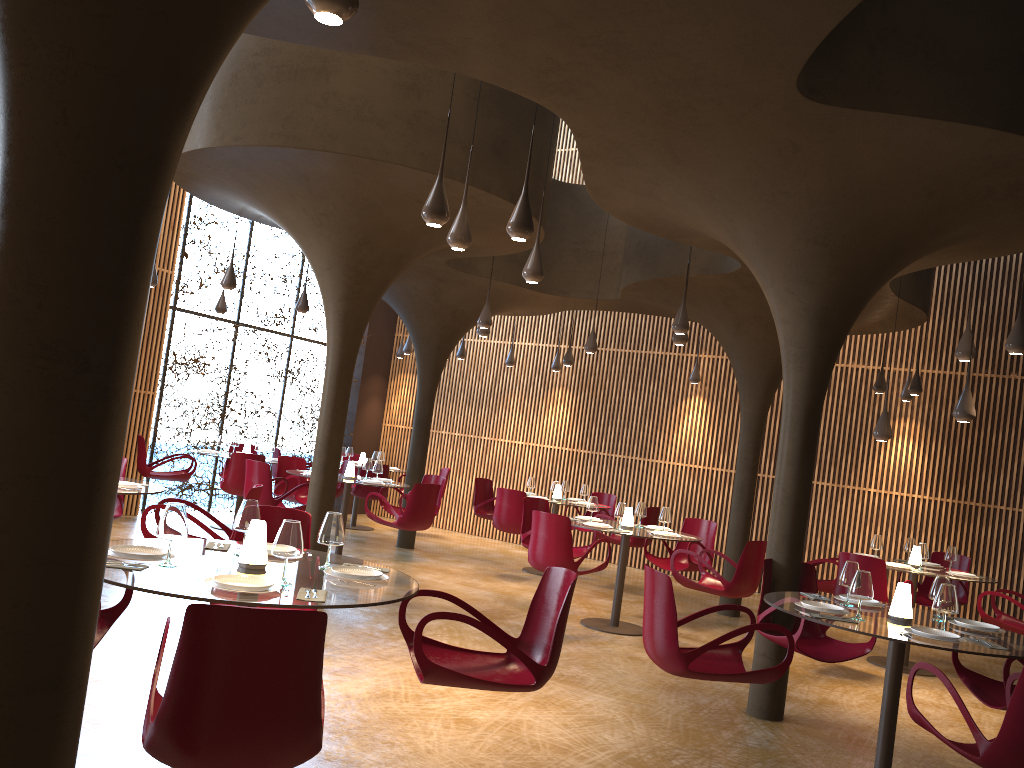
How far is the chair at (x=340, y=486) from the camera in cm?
1397

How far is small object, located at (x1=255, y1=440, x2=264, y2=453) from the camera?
13.5 meters

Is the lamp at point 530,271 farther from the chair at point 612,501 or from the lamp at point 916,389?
the chair at point 612,501

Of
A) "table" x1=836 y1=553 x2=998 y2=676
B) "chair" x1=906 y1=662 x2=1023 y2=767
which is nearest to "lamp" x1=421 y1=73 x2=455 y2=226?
"chair" x1=906 y1=662 x2=1023 y2=767

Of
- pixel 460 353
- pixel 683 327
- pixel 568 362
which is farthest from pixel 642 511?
pixel 460 353

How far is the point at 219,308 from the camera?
14.17m

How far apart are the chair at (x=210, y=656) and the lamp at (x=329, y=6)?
2.1m

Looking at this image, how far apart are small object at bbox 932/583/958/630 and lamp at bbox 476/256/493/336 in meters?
7.9 m

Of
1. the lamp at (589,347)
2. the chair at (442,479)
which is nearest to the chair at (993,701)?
the lamp at (589,347)

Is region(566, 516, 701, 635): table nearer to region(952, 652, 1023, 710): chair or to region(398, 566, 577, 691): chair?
region(952, 652, 1023, 710): chair
